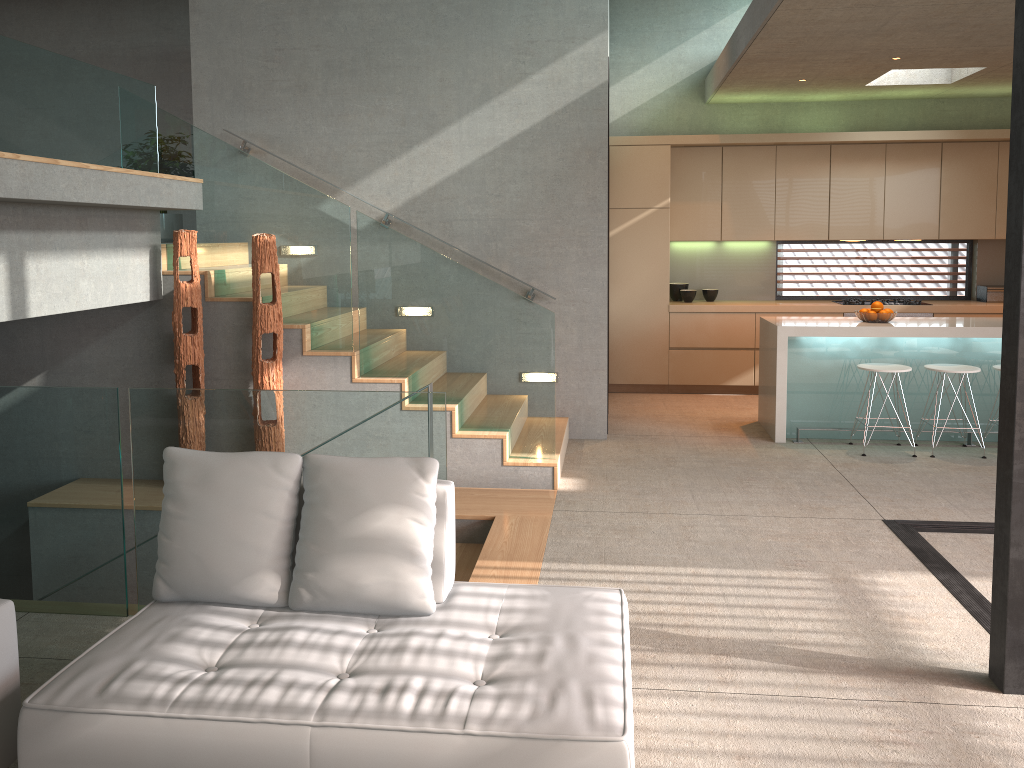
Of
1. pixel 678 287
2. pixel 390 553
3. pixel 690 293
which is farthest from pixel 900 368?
pixel 390 553

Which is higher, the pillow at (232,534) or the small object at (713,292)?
the small object at (713,292)

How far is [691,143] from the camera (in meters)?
8.50

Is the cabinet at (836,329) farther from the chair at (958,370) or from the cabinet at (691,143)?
the cabinet at (691,143)

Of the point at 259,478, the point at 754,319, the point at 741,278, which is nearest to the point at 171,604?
the point at 259,478

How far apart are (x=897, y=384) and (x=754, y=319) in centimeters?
207cm

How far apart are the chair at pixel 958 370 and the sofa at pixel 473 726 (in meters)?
4.31

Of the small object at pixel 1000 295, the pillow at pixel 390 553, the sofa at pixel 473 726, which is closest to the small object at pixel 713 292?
the small object at pixel 1000 295

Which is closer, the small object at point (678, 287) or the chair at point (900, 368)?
the chair at point (900, 368)

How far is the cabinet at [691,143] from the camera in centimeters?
850cm
